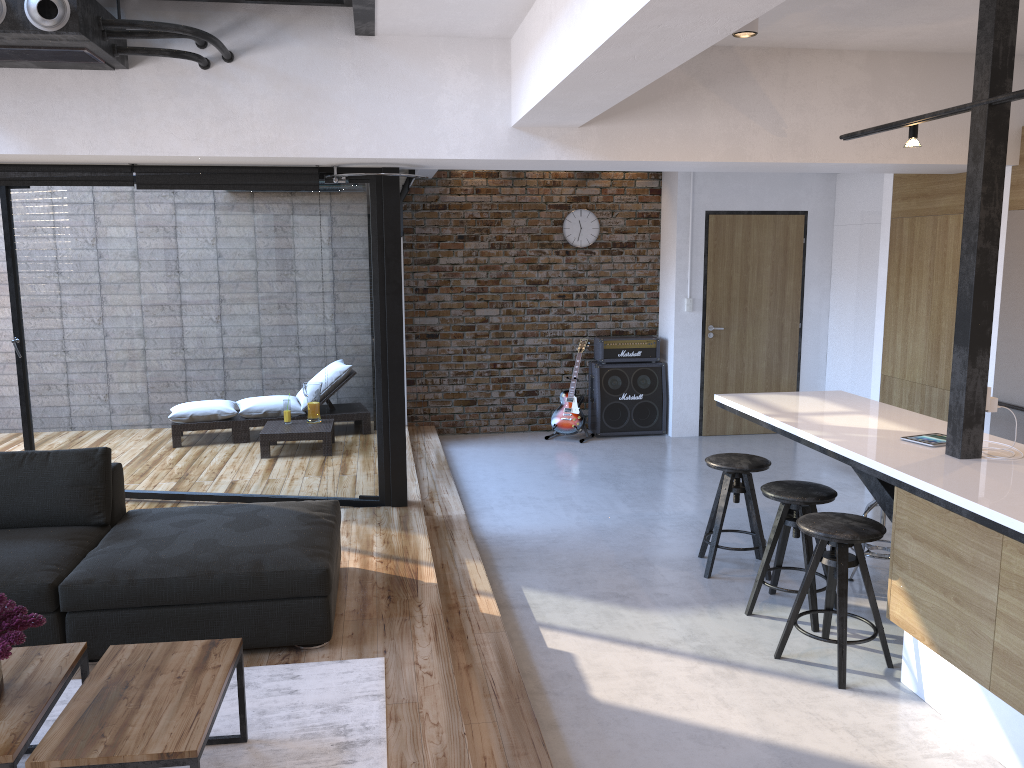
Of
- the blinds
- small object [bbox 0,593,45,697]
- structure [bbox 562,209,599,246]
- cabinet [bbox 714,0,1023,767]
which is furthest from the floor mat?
structure [bbox 562,209,599,246]

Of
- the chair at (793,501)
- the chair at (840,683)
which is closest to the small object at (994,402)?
the chair at (840,683)

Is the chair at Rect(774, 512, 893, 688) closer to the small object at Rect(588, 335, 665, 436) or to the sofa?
the sofa

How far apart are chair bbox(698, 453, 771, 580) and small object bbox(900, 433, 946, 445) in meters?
0.9

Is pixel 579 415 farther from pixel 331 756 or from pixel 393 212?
pixel 331 756

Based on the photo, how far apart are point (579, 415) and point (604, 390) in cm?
36

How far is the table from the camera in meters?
2.2 m

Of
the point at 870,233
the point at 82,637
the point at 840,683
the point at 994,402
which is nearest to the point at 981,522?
the point at 994,402

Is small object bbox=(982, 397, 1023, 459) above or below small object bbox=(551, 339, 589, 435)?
above

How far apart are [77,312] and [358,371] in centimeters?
188cm
